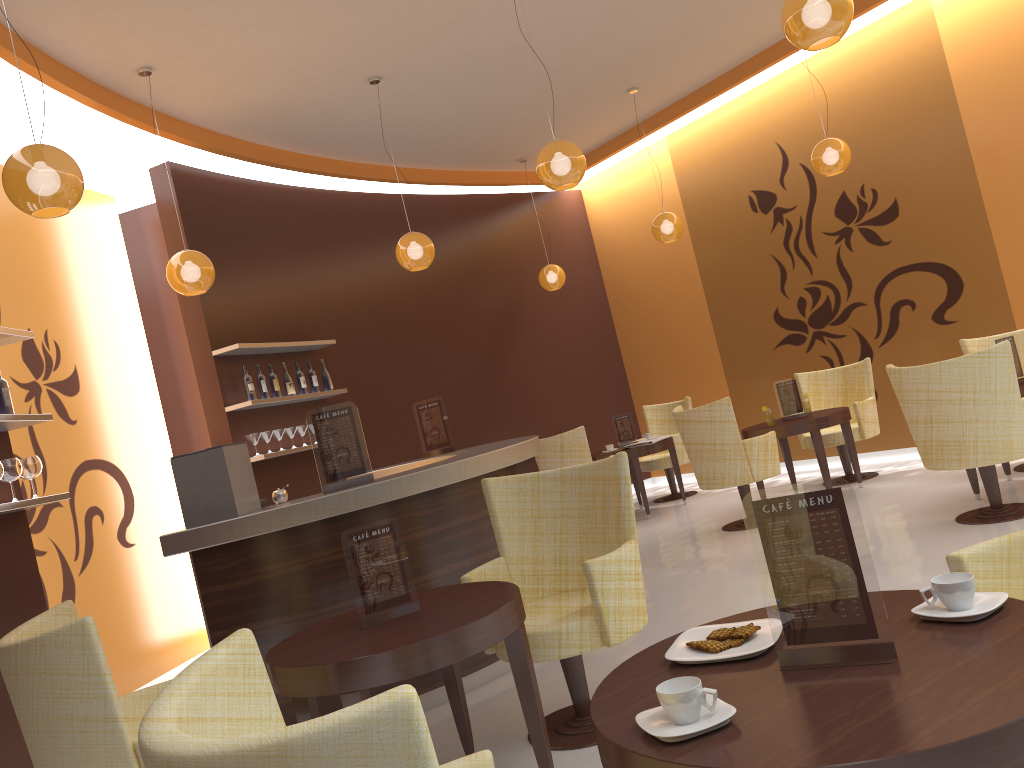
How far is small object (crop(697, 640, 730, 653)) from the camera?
1.8 meters

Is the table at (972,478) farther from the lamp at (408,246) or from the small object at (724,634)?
the small object at (724,634)

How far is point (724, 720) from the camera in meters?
1.4

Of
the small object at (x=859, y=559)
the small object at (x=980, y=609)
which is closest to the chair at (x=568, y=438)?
the small object at (x=980, y=609)

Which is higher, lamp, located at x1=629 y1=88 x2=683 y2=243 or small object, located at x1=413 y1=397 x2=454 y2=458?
lamp, located at x1=629 y1=88 x2=683 y2=243

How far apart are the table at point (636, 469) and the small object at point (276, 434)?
3.1 meters

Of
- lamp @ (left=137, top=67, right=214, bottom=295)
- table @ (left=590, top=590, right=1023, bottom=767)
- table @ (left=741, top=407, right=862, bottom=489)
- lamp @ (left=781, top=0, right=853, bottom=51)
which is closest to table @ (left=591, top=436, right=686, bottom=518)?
table @ (left=741, top=407, right=862, bottom=489)

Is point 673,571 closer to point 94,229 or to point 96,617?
point 96,617

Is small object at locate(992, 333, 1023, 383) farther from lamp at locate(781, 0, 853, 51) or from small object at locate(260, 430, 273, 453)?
small object at locate(260, 430, 273, 453)

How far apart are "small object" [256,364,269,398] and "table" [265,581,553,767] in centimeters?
405cm
